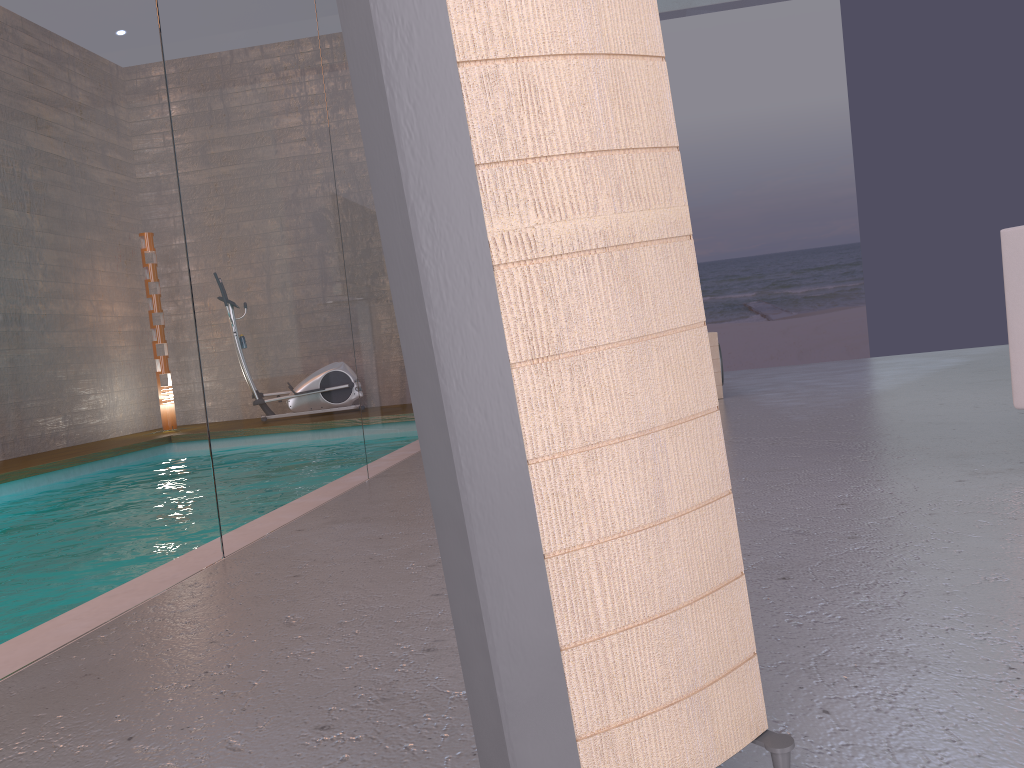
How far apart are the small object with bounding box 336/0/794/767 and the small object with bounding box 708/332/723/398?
5.2m

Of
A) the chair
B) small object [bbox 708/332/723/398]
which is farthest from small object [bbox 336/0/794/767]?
small object [bbox 708/332/723/398]

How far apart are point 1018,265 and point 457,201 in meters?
2.4

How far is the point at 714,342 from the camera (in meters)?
6.06

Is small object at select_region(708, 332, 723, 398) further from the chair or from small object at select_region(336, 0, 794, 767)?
small object at select_region(336, 0, 794, 767)

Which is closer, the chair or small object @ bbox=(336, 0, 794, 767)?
small object @ bbox=(336, 0, 794, 767)

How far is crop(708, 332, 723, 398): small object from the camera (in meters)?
6.06

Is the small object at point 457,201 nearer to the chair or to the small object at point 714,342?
the chair

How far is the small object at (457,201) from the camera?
0.8m

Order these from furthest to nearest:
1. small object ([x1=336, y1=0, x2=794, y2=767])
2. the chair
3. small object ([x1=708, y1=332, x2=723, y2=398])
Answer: small object ([x1=708, y1=332, x2=723, y2=398])
the chair
small object ([x1=336, y1=0, x2=794, y2=767])
